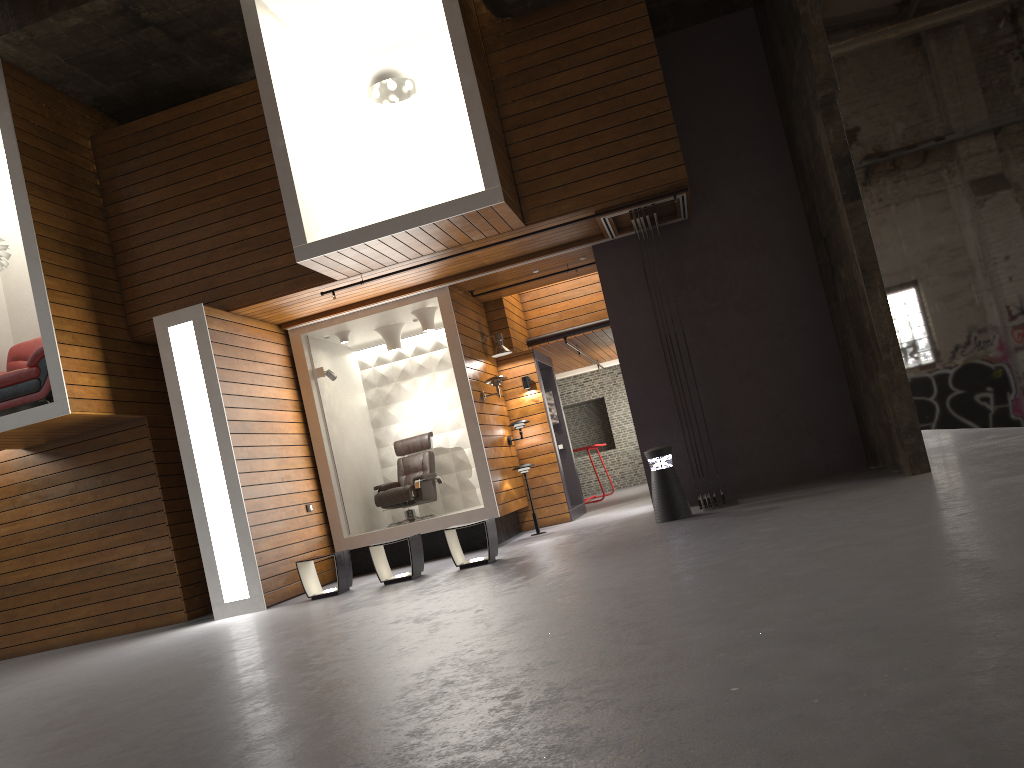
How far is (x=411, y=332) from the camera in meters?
11.8

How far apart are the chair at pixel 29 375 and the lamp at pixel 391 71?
4.1m

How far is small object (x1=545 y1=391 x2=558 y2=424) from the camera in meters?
12.8

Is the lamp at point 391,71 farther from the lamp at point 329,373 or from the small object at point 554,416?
the small object at point 554,416

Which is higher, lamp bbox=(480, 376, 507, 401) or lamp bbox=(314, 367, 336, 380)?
lamp bbox=(314, 367, 336, 380)

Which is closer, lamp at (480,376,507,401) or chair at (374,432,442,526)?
lamp at (480,376,507,401)

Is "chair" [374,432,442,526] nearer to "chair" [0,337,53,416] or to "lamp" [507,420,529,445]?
"lamp" [507,420,529,445]

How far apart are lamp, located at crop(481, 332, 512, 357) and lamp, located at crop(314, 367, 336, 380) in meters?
2.0 m

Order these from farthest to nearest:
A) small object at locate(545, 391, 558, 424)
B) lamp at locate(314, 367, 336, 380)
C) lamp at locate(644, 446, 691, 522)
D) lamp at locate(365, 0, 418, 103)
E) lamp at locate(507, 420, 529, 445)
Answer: small object at locate(545, 391, 558, 424)
lamp at locate(507, 420, 529, 445)
lamp at locate(314, 367, 336, 380)
lamp at locate(365, 0, 418, 103)
lamp at locate(644, 446, 691, 522)

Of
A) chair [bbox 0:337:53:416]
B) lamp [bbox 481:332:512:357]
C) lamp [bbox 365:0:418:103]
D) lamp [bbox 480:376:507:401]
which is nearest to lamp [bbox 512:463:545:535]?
lamp [bbox 480:376:507:401]
